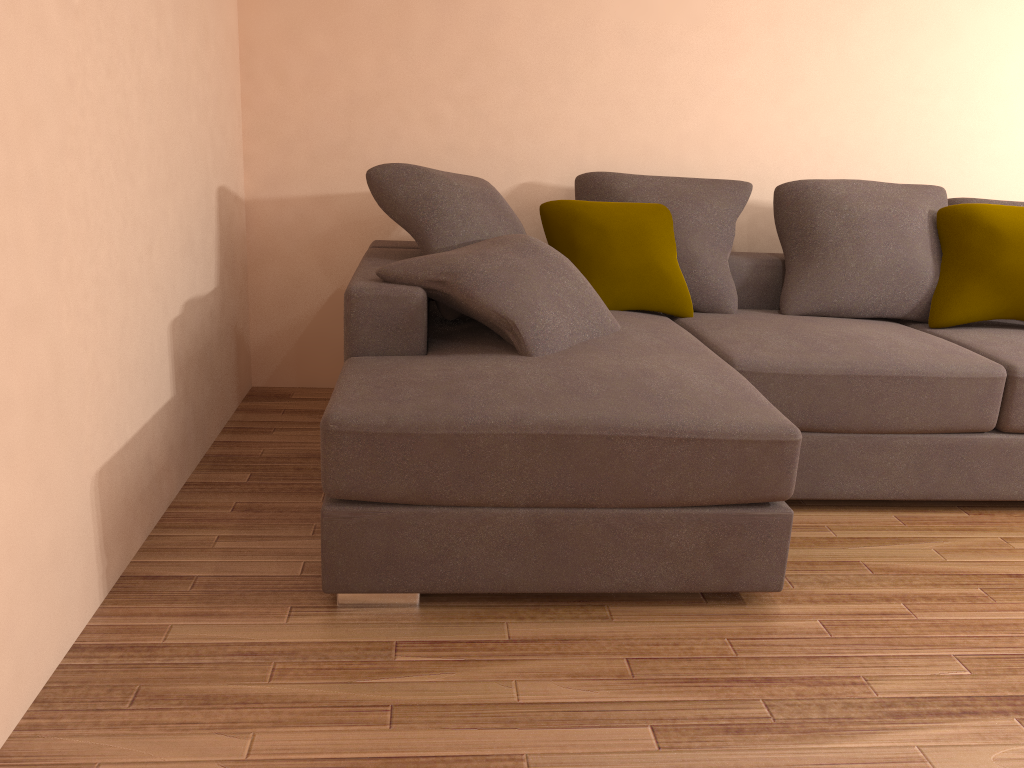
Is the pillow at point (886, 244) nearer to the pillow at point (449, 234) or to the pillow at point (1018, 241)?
the pillow at point (1018, 241)

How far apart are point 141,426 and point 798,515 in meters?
2.2

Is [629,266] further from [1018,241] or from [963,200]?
[963,200]

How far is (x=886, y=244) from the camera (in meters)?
3.65

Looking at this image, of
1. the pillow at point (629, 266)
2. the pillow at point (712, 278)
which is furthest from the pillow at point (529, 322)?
the pillow at point (712, 278)

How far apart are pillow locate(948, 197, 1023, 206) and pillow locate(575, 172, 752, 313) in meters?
1.0

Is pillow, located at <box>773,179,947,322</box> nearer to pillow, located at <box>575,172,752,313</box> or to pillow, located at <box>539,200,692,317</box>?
pillow, located at <box>575,172,752,313</box>

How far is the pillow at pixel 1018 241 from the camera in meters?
3.5

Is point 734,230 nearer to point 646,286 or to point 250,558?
point 646,286

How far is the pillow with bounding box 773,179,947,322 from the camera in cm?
365
